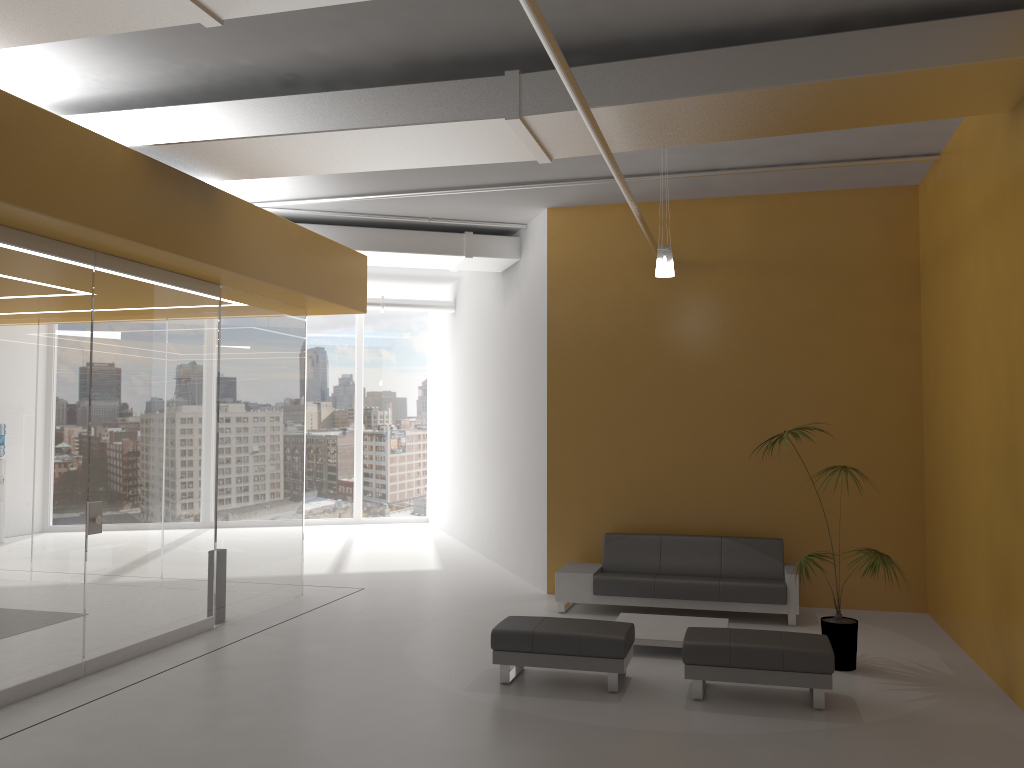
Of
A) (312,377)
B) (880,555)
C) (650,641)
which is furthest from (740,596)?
(312,377)

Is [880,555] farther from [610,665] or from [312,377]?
[312,377]

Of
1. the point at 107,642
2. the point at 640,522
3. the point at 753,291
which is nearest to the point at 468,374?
the point at 640,522

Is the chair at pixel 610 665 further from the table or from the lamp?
the lamp

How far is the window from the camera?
17.5m

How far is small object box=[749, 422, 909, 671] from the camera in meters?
6.9 m

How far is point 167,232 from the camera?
7.0m

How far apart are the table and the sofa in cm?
60

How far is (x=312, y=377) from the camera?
17.54m

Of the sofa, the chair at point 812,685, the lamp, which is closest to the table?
the sofa
